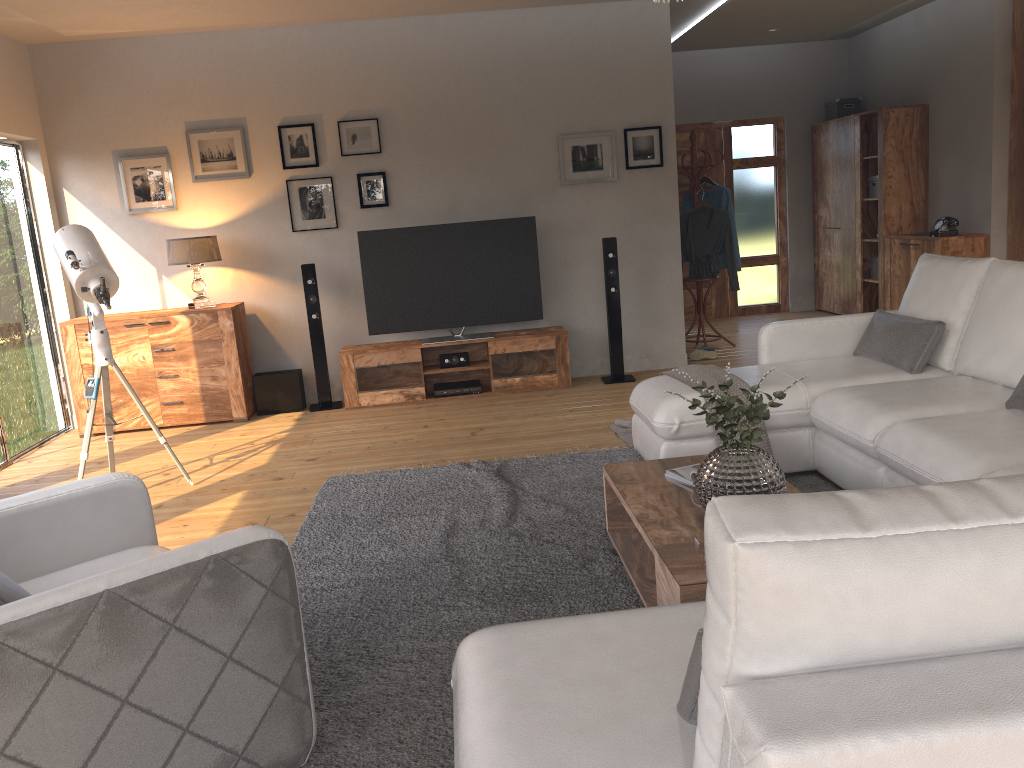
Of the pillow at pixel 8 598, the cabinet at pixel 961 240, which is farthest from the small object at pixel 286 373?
the cabinet at pixel 961 240

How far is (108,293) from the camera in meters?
4.5 m

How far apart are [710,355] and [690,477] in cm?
426

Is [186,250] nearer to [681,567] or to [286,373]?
[286,373]

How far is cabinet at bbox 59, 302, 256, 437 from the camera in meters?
6.3 m

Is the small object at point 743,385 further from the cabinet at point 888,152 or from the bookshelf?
the cabinet at point 888,152

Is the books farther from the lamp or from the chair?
the lamp

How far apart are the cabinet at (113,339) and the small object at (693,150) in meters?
3.8

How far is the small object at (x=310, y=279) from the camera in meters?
6.5 m

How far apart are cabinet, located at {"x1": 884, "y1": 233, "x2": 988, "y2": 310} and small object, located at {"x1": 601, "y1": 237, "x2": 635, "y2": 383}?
2.7m
